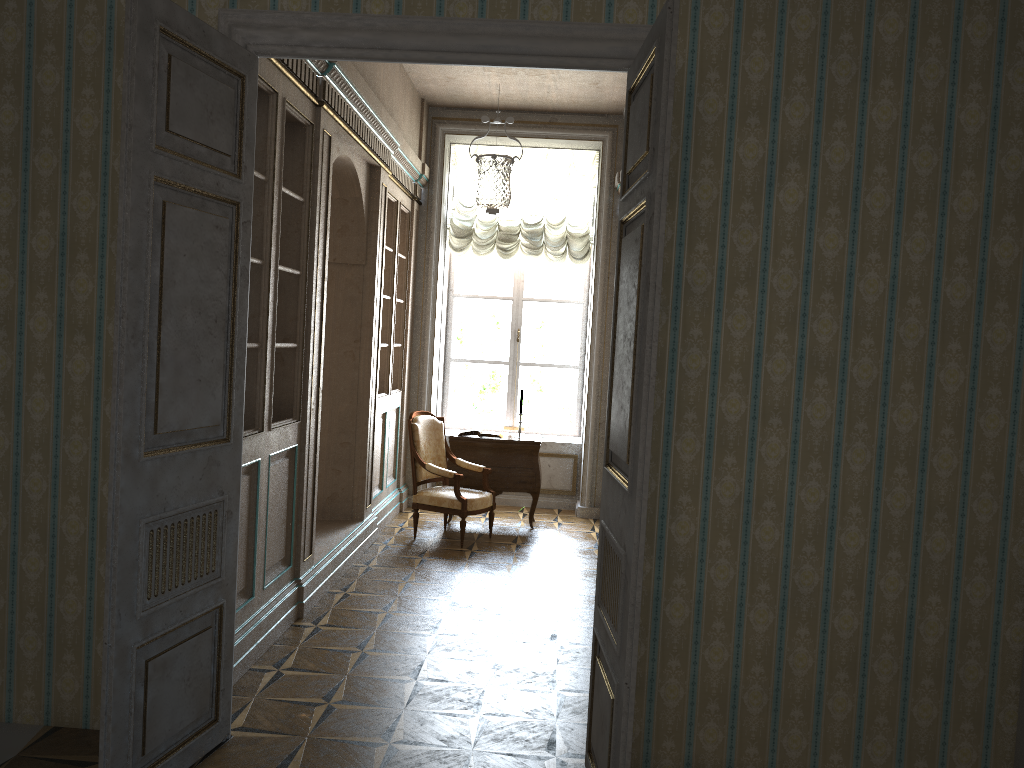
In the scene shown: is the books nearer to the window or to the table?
the table

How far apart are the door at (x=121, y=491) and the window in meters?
5.8

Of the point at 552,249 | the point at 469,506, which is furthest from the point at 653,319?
the point at 552,249

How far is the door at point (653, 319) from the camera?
2.61m

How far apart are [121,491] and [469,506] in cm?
433

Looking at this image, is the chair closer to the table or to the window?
the table

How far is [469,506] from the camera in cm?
695

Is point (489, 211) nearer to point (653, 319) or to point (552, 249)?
point (552, 249)

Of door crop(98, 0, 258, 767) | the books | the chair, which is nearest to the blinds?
the books

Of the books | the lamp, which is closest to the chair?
the books
